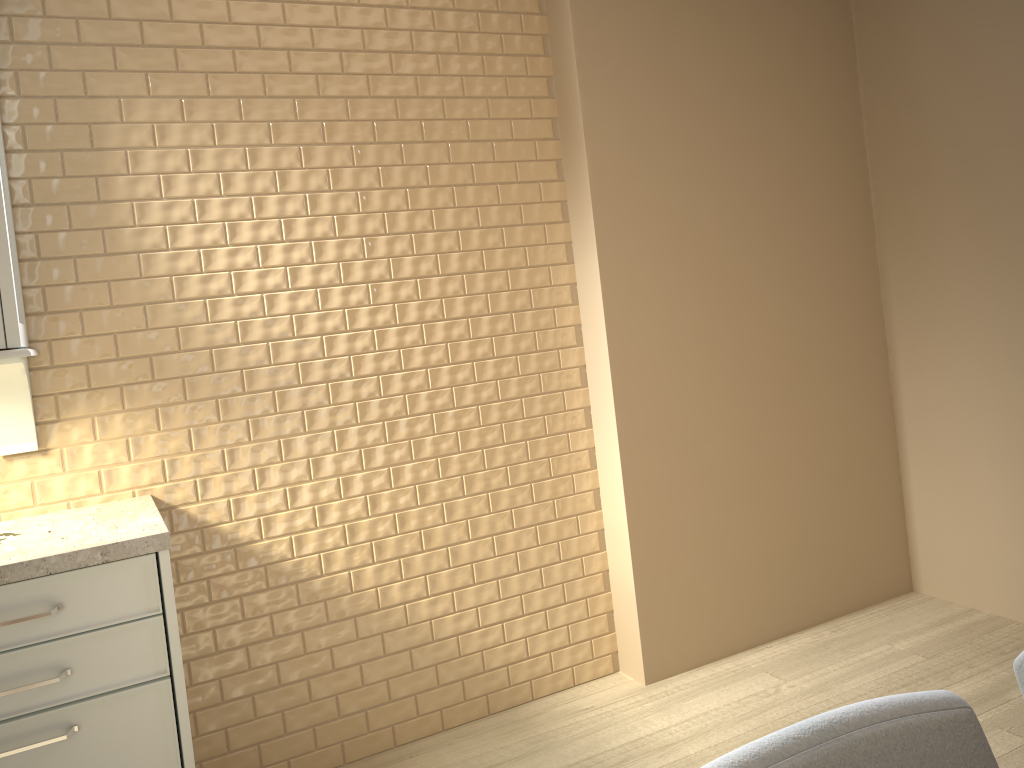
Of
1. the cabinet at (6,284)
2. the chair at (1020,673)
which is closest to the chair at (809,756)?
the chair at (1020,673)

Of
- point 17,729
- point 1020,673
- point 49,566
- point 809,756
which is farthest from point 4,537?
point 1020,673

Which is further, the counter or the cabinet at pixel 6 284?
the cabinet at pixel 6 284

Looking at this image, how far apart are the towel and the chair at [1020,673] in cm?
185

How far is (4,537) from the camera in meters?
1.9

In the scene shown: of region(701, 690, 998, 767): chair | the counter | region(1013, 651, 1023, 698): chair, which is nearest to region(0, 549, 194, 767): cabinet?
the counter

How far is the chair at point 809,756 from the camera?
0.70m

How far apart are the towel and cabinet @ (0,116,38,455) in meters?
0.2

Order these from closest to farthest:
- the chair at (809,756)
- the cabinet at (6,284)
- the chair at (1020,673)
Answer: the chair at (809,756), the chair at (1020,673), the cabinet at (6,284)

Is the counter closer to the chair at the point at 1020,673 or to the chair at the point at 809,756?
the chair at the point at 809,756
